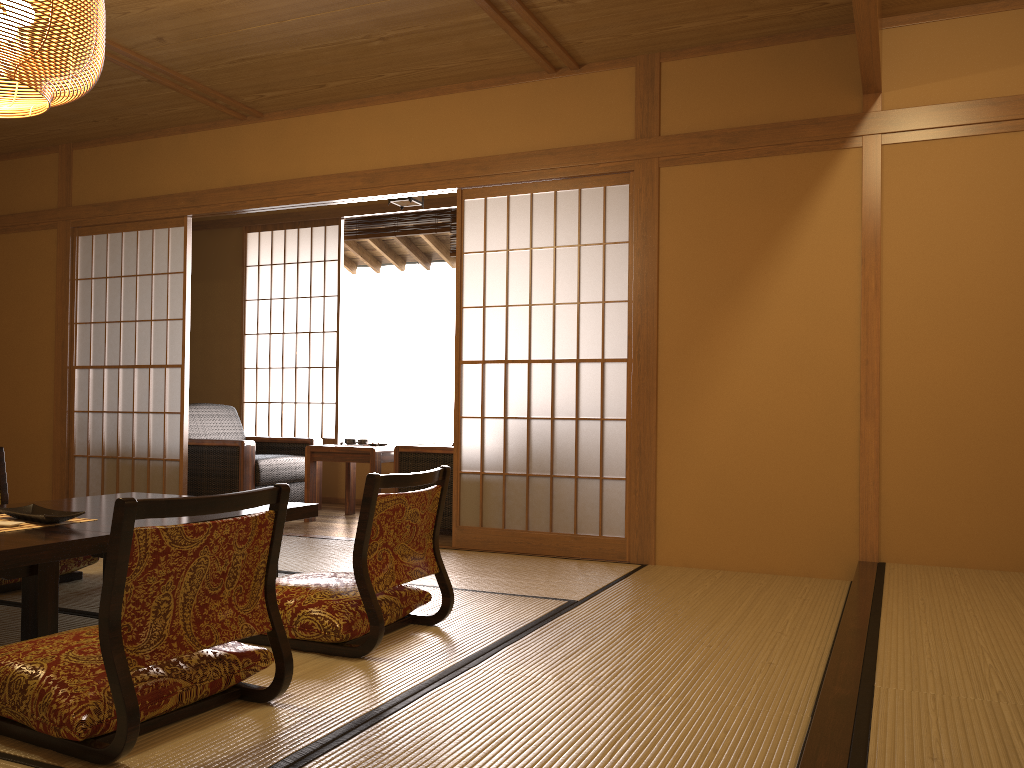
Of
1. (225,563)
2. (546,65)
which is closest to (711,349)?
(546,65)

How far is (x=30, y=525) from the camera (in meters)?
2.76

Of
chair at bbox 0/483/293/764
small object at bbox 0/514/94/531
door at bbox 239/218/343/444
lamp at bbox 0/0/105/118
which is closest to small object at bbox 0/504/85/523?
small object at bbox 0/514/94/531

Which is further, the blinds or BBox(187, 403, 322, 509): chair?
the blinds

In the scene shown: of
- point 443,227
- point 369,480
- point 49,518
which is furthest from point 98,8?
point 443,227

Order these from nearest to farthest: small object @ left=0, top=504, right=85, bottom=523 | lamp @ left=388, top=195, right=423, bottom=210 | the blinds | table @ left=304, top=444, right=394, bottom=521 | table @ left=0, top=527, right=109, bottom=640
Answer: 1. table @ left=0, top=527, right=109, bottom=640
2. small object @ left=0, top=504, right=85, bottom=523
3. table @ left=304, top=444, right=394, bottom=521
4. lamp @ left=388, top=195, right=423, bottom=210
5. the blinds

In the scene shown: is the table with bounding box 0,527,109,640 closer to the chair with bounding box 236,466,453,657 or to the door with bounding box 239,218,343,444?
the chair with bounding box 236,466,453,657

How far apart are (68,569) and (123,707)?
2.2 meters

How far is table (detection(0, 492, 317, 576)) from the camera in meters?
2.8 m

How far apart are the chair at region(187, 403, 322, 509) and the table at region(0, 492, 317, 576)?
2.0m
